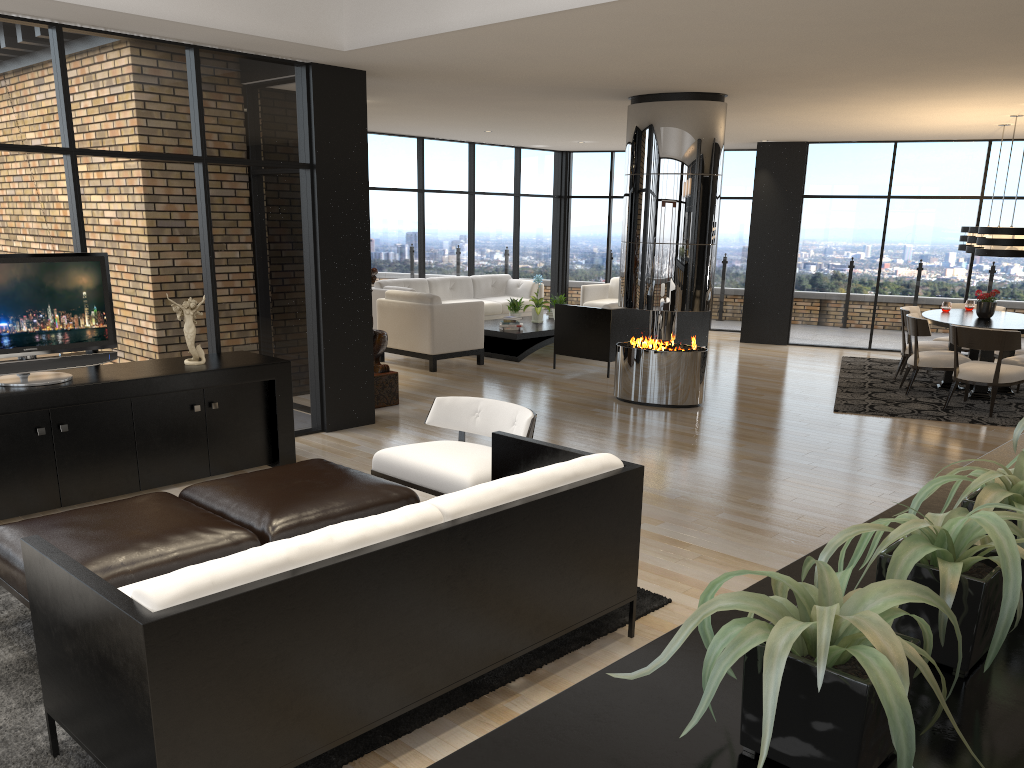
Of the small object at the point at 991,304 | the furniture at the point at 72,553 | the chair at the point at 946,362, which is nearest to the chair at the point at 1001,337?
the chair at the point at 946,362

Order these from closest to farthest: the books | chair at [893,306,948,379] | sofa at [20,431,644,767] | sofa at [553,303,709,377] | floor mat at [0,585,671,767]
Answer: sofa at [20,431,644,767] → floor mat at [0,585,671,767] → chair at [893,306,948,379] → sofa at [553,303,709,377] → the books

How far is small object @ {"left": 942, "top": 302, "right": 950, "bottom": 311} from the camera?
9.8m

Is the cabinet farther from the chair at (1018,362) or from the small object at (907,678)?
the chair at (1018,362)

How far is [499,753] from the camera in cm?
102

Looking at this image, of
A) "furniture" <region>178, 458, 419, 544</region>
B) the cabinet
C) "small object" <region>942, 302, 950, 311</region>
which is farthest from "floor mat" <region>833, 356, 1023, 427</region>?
"furniture" <region>178, 458, 419, 544</region>

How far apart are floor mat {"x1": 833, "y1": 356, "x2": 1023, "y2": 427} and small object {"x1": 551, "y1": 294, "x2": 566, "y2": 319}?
3.74m

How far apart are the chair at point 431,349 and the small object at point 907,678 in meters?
8.9 m

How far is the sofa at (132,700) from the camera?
Result: 2.2 meters

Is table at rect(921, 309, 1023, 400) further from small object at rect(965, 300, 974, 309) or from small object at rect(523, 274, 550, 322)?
small object at rect(523, 274, 550, 322)
